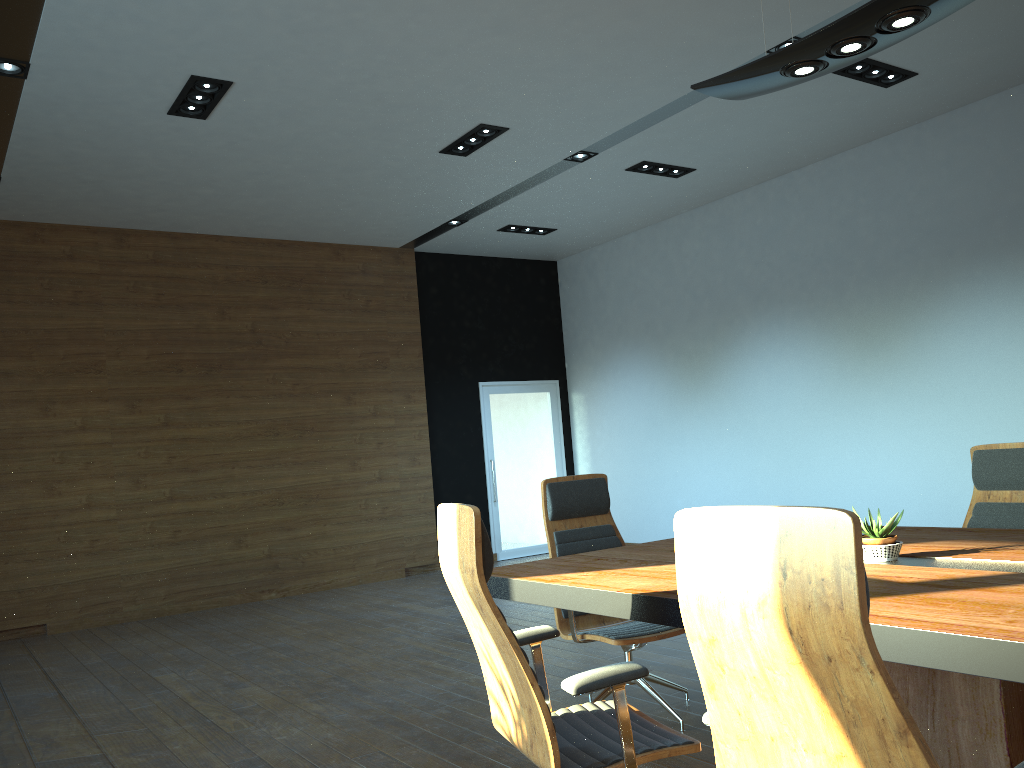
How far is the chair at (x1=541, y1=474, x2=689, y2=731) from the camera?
3.9 meters

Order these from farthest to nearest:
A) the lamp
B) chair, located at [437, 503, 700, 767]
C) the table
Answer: the lamp, chair, located at [437, 503, 700, 767], the table

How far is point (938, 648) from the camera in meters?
1.9 m

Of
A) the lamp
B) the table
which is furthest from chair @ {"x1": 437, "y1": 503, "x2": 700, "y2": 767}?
the lamp

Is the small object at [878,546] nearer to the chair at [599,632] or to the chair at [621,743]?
the chair at [621,743]

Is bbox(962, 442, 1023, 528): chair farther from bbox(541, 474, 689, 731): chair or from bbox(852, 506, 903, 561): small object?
bbox(541, 474, 689, 731): chair

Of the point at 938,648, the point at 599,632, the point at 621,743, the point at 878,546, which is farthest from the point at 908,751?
the point at 599,632

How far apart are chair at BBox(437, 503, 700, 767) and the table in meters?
0.1

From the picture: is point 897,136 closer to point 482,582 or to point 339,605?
point 339,605

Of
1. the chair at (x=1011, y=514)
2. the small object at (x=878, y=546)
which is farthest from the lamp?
the chair at (x=1011, y=514)
